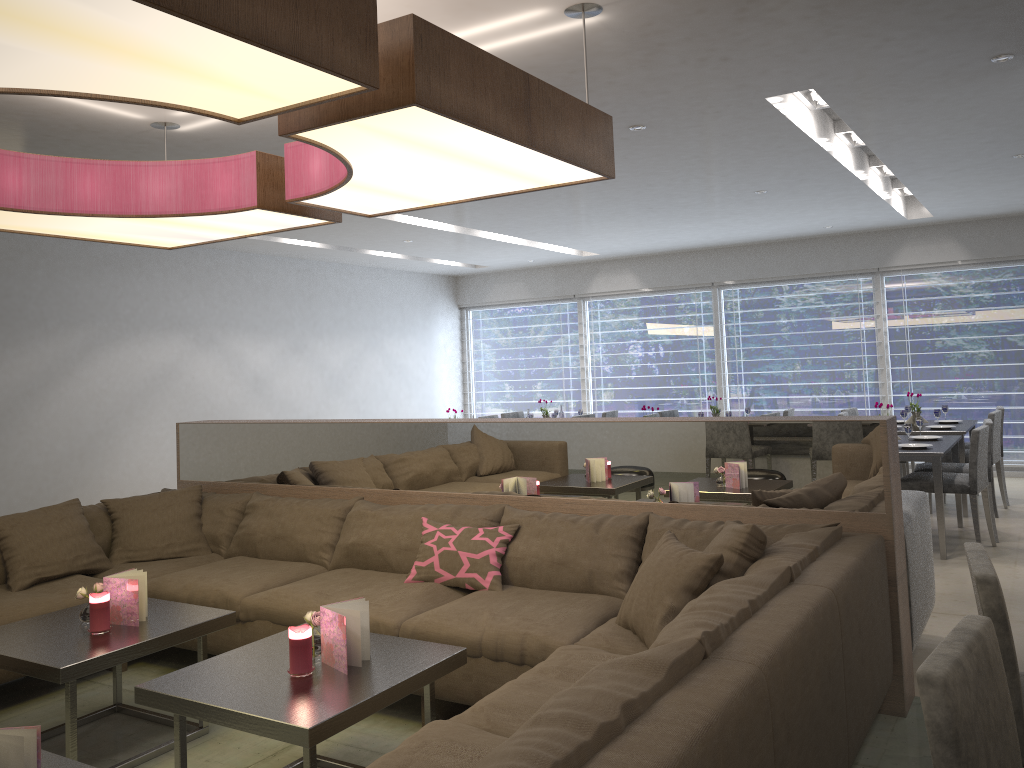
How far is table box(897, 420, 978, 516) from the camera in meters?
6.6 m

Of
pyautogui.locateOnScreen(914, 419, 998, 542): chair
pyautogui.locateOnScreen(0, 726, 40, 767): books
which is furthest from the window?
pyautogui.locateOnScreen(0, 726, 40, 767): books

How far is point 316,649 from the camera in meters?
2.7 m

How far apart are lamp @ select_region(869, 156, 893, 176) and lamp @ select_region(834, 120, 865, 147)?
0.8 meters

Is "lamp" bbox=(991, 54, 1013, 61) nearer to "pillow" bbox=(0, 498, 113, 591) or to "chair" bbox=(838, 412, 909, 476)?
"chair" bbox=(838, 412, 909, 476)

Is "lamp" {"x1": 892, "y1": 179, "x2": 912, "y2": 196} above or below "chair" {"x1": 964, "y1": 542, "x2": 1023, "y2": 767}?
above

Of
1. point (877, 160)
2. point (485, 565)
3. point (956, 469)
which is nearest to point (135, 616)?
point (485, 565)

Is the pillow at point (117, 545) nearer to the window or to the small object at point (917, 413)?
the small object at point (917, 413)

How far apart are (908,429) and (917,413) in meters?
1.7

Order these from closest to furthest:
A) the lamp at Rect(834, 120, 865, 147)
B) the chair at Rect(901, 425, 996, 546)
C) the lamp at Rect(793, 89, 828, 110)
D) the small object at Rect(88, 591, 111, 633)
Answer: the small object at Rect(88, 591, 111, 633) < the lamp at Rect(793, 89, 828, 110) < the chair at Rect(901, 425, 996, 546) < the lamp at Rect(834, 120, 865, 147)
